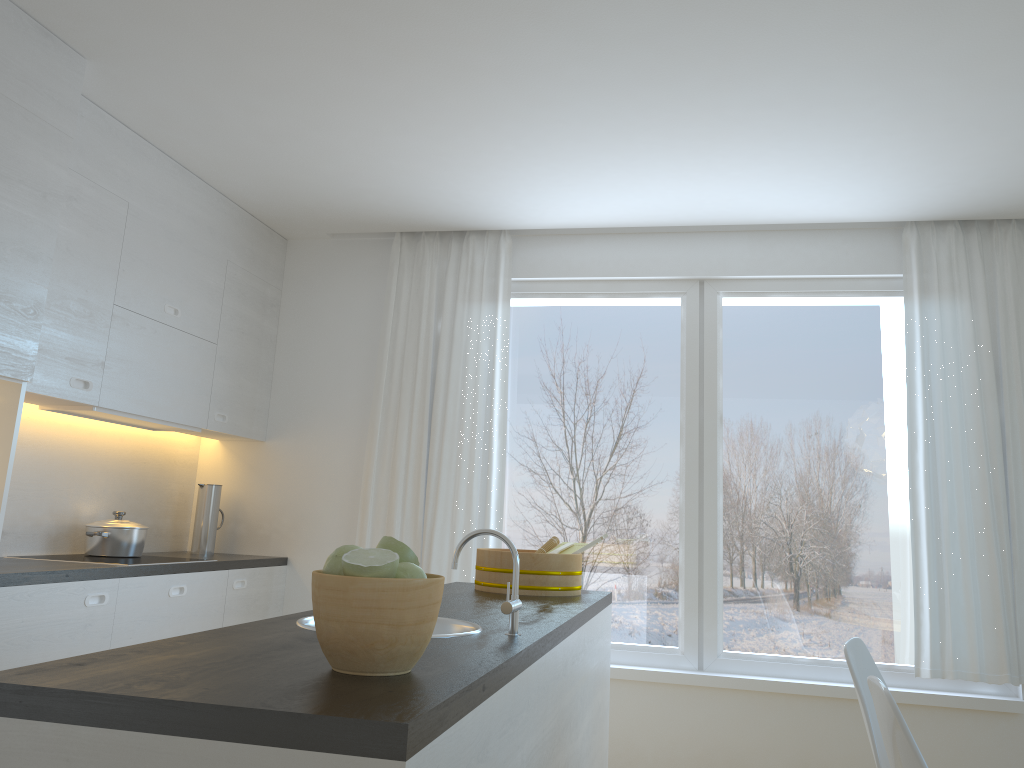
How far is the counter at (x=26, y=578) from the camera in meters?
2.9 m

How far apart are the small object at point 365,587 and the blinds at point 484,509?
2.99m

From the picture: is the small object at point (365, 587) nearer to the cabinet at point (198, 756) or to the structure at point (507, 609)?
the cabinet at point (198, 756)

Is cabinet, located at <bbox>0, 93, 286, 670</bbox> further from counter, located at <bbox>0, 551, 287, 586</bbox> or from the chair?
the chair

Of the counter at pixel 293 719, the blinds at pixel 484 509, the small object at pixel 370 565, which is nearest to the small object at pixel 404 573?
the small object at pixel 370 565

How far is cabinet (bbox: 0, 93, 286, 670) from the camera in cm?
283

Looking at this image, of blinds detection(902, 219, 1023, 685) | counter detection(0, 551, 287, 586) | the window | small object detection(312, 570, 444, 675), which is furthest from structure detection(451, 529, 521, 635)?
blinds detection(902, 219, 1023, 685)

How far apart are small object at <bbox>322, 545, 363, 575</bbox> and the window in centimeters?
321cm

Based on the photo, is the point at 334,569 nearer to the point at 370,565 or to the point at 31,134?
the point at 370,565

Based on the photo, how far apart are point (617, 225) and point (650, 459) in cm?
120
